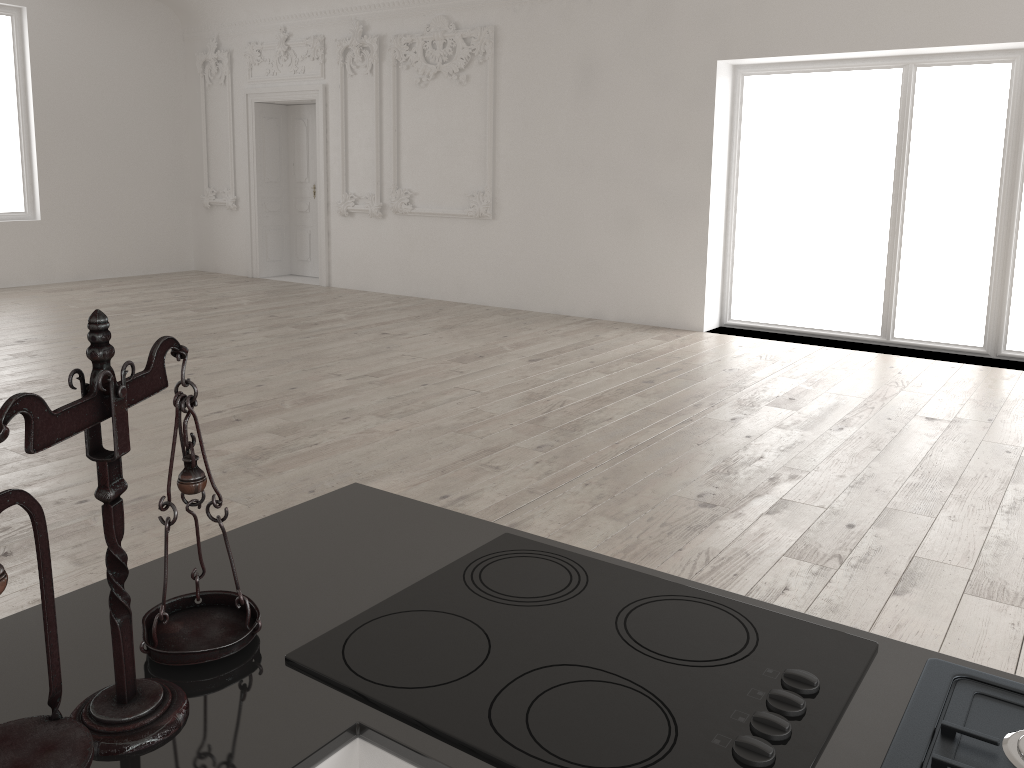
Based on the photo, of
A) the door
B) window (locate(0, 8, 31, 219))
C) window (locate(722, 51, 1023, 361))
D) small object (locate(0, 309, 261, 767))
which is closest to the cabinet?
small object (locate(0, 309, 261, 767))

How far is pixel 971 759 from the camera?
1.0 meters

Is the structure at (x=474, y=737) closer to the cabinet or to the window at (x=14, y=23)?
the cabinet

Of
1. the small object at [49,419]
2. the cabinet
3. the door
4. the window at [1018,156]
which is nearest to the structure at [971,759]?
the cabinet

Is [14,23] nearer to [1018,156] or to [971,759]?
[1018,156]

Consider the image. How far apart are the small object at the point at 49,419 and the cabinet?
0.01m

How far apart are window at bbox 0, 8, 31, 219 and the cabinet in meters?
11.2

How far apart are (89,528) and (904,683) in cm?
353

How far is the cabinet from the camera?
1.0m

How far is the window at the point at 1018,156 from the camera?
7.3m
